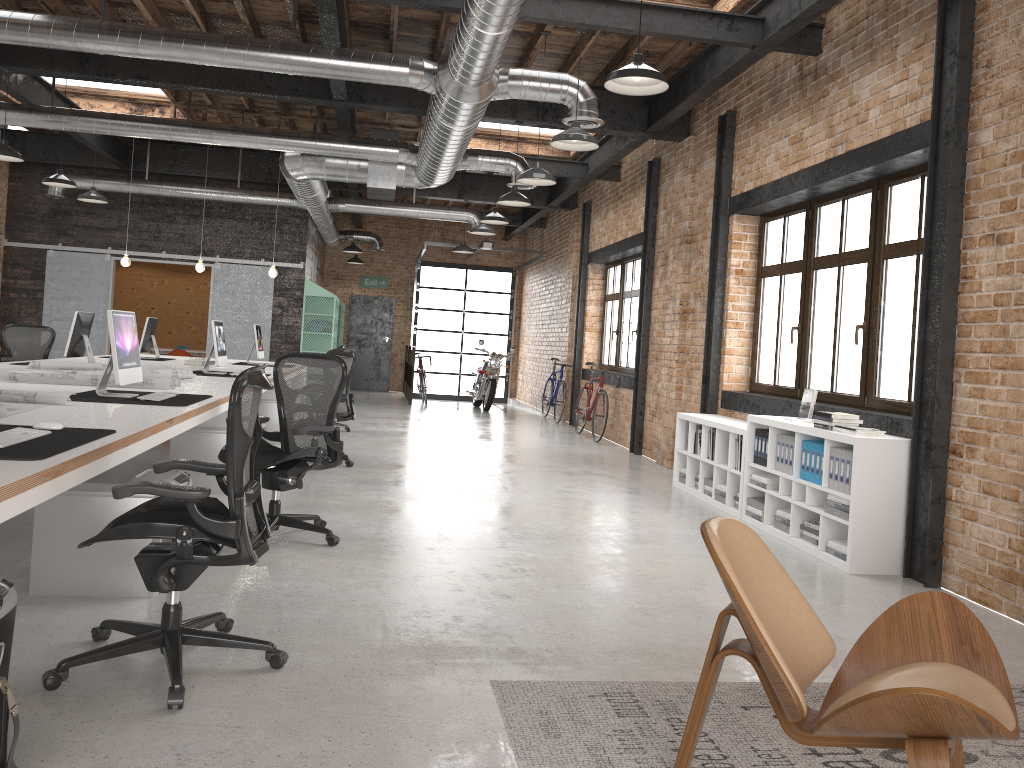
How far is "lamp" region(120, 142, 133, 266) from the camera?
11.3m

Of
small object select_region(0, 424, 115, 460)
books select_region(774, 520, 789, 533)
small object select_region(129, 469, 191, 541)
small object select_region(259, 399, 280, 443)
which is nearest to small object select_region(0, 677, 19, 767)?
small object select_region(0, 424, 115, 460)

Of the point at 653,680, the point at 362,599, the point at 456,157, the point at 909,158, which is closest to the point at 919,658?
the point at 653,680

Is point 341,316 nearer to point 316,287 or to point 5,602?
point 316,287

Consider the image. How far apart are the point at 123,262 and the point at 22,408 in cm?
783

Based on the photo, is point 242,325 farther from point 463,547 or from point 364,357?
point 463,547

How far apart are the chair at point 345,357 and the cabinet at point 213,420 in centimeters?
148cm

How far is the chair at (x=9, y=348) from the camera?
10.5 meters

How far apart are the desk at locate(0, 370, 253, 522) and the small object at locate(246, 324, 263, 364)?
4.0 meters

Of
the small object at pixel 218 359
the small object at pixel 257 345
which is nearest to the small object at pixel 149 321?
the small object at pixel 257 345
